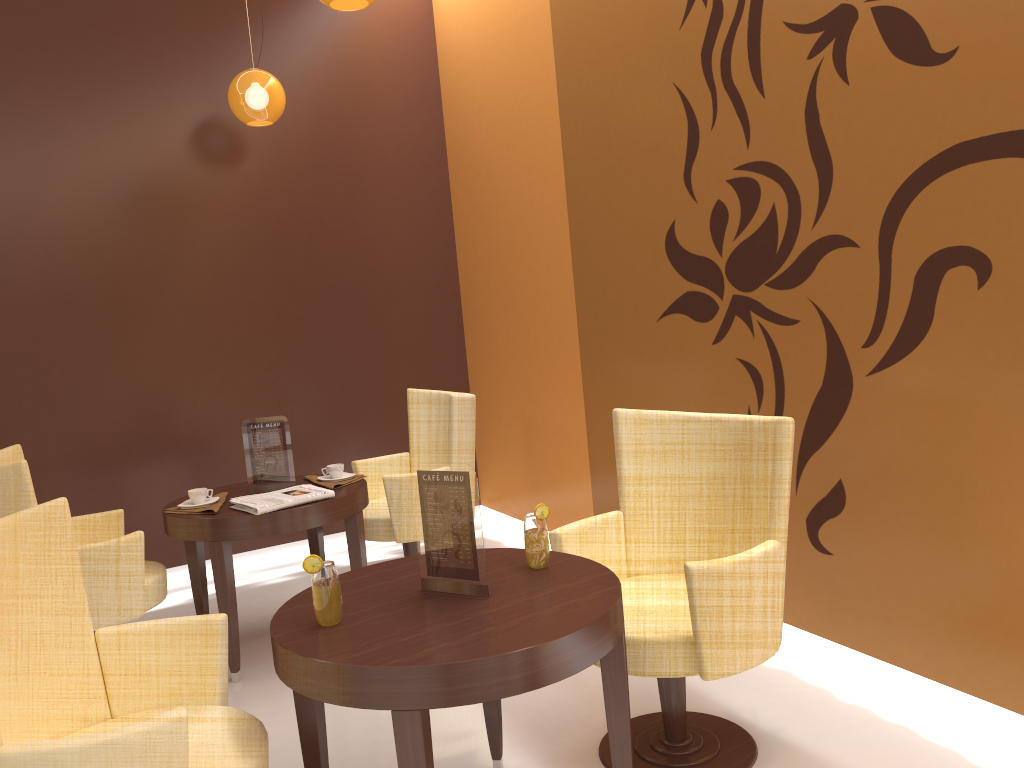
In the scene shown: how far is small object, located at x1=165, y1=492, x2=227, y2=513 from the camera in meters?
3.6 m

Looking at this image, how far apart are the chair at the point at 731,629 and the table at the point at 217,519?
1.21m

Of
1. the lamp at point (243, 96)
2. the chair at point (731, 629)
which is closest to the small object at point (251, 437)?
the chair at point (731, 629)

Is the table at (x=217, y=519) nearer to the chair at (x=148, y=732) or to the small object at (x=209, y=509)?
the small object at (x=209, y=509)

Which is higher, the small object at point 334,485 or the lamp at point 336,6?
the lamp at point 336,6

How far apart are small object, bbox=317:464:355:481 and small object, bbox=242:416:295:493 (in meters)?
0.15

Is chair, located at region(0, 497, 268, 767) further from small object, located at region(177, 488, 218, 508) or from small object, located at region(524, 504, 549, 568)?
small object, located at region(177, 488, 218, 508)

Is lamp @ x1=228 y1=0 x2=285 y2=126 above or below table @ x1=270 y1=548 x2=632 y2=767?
above

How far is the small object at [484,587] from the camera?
2.20m

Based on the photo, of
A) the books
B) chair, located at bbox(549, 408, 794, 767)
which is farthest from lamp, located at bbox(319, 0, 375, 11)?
the books
